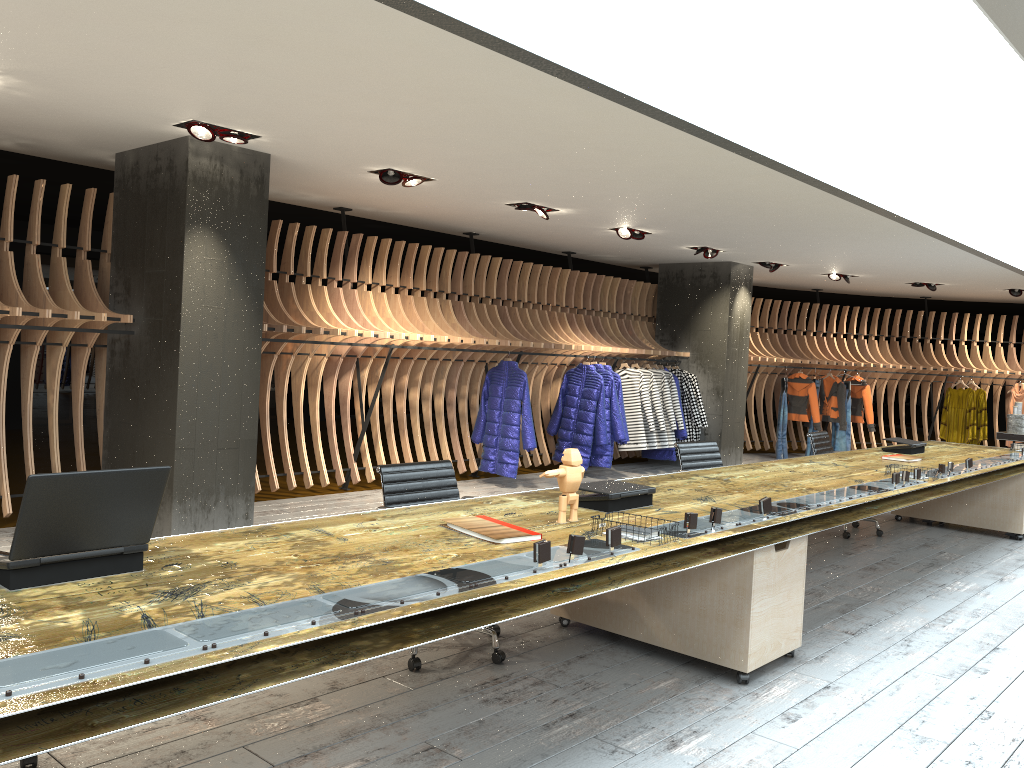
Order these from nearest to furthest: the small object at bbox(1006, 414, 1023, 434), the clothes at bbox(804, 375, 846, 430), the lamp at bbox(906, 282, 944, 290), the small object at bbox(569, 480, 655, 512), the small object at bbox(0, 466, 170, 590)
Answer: the small object at bbox(0, 466, 170, 590), the small object at bbox(569, 480, 655, 512), the small object at bbox(1006, 414, 1023, 434), the lamp at bbox(906, 282, 944, 290), the clothes at bbox(804, 375, 846, 430)

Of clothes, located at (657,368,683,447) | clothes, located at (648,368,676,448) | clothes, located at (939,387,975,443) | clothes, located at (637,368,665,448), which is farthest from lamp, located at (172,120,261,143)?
clothes, located at (939,387,975,443)

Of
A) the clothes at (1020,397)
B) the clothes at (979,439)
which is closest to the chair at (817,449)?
the clothes at (979,439)

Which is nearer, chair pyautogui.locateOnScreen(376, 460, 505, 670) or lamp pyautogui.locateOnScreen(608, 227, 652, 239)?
chair pyautogui.locateOnScreen(376, 460, 505, 670)

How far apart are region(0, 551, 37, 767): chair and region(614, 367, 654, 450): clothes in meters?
8.6

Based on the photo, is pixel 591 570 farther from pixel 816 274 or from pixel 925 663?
pixel 816 274

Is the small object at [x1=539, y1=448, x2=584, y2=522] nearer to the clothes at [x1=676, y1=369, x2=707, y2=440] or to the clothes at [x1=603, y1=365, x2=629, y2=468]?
the clothes at [x1=603, y1=365, x2=629, y2=468]

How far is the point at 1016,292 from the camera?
13.3 meters

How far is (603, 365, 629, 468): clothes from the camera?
10.5 meters

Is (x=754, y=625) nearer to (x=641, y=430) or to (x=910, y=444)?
(x=910, y=444)
